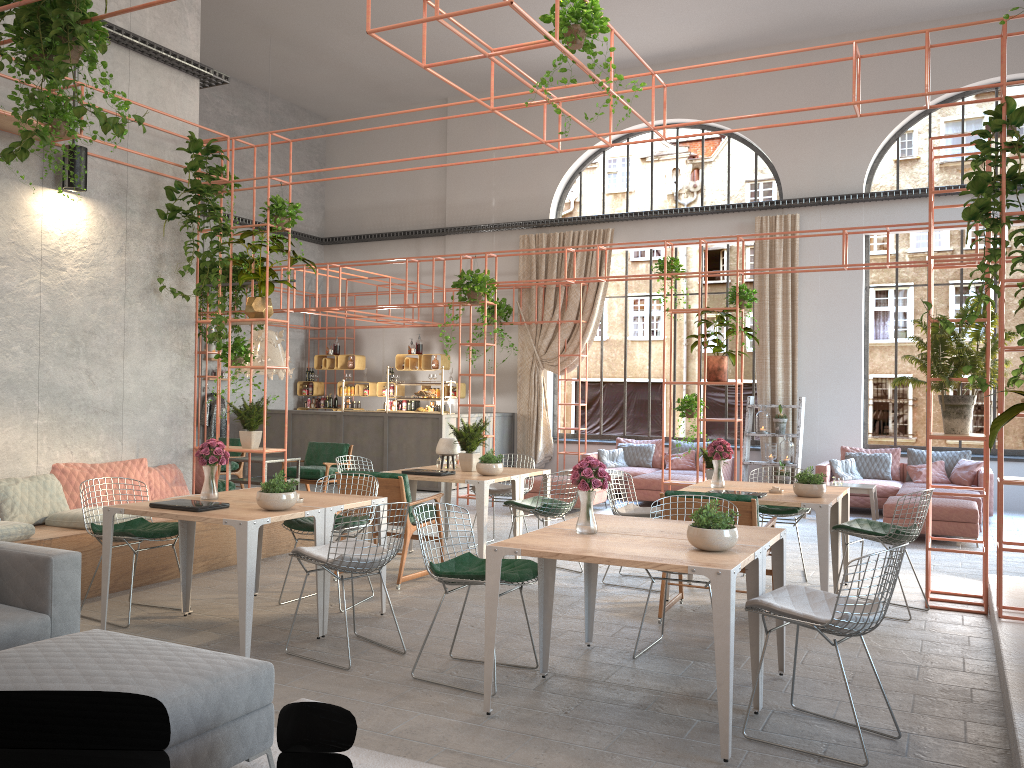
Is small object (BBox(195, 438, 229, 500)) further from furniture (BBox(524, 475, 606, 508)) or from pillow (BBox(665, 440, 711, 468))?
pillow (BBox(665, 440, 711, 468))

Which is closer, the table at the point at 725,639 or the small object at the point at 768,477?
the table at the point at 725,639

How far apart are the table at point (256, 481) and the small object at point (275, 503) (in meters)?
4.72

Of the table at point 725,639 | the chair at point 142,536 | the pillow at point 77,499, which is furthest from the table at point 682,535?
the pillow at point 77,499

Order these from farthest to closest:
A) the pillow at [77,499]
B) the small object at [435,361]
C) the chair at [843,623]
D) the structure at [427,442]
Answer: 1. the small object at [435,361]
2. the structure at [427,442]
3. the pillow at [77,499]
4. the chair at [843,623]

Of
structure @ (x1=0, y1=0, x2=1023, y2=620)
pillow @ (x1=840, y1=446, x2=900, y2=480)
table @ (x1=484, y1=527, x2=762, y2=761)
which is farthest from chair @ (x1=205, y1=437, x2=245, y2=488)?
pillow @ (x1=840, y1=446, x2=900, y2=480)

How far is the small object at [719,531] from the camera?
4.2m

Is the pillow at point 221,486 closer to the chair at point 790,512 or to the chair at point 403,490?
the chair at point 403,490

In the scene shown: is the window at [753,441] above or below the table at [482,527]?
above

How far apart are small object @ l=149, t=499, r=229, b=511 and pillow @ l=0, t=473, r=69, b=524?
2.06m
